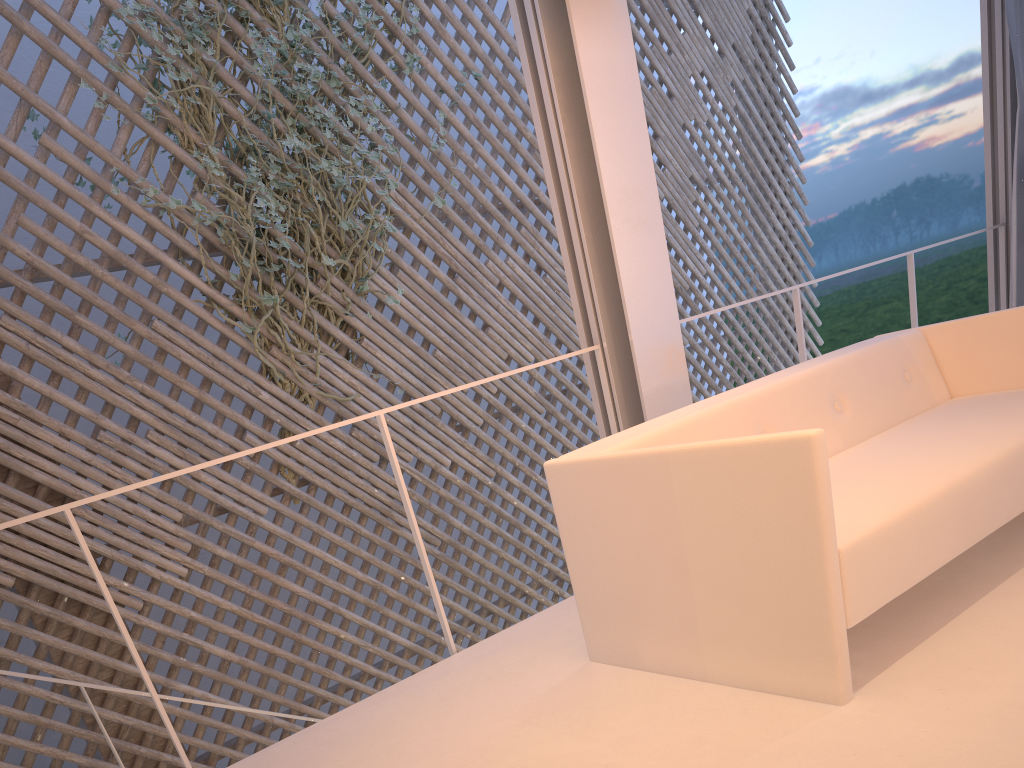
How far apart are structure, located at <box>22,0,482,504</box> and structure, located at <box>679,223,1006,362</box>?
1.47m

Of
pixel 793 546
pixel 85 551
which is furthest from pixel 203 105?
pixel 793 546

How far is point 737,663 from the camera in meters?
1.1 m

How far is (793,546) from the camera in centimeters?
102cm

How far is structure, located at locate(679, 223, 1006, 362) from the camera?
2.4 meters

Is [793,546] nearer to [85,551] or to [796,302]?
[85,551]

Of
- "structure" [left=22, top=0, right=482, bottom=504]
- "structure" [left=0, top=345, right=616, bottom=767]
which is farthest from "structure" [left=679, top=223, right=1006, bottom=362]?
"structure" [left=22, top=0, right=482, bottom=504]

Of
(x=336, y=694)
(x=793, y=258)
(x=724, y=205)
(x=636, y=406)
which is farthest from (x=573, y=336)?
(x=793, y=258)

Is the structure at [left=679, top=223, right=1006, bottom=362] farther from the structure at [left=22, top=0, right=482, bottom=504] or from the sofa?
the structure at [left=22, top=0, right=482, bottom=504]

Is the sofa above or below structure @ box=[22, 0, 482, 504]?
below
